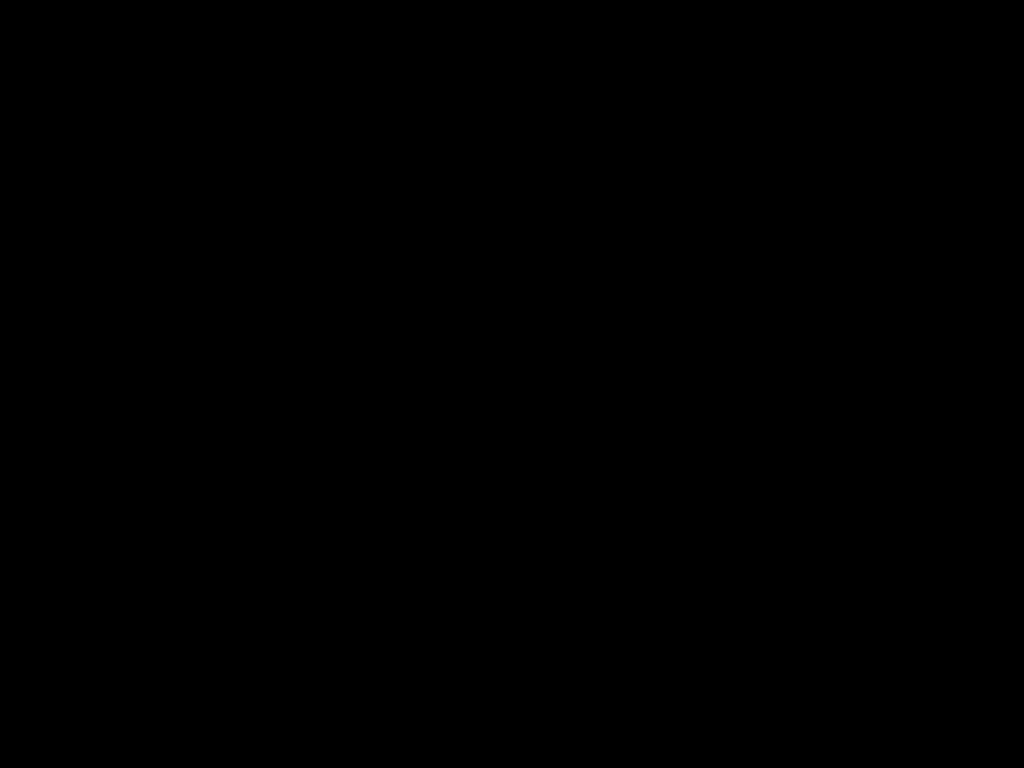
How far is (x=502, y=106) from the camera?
1.0m

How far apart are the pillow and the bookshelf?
0.03m

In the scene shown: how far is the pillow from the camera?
1.0m

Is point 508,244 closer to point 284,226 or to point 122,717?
point 284,226

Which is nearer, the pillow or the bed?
the bed

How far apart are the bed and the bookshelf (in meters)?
0.01

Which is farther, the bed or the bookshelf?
the bookshelf

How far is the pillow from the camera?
1.0 meters

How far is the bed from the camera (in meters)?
0.53

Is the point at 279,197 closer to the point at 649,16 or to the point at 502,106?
the point at 502,106
